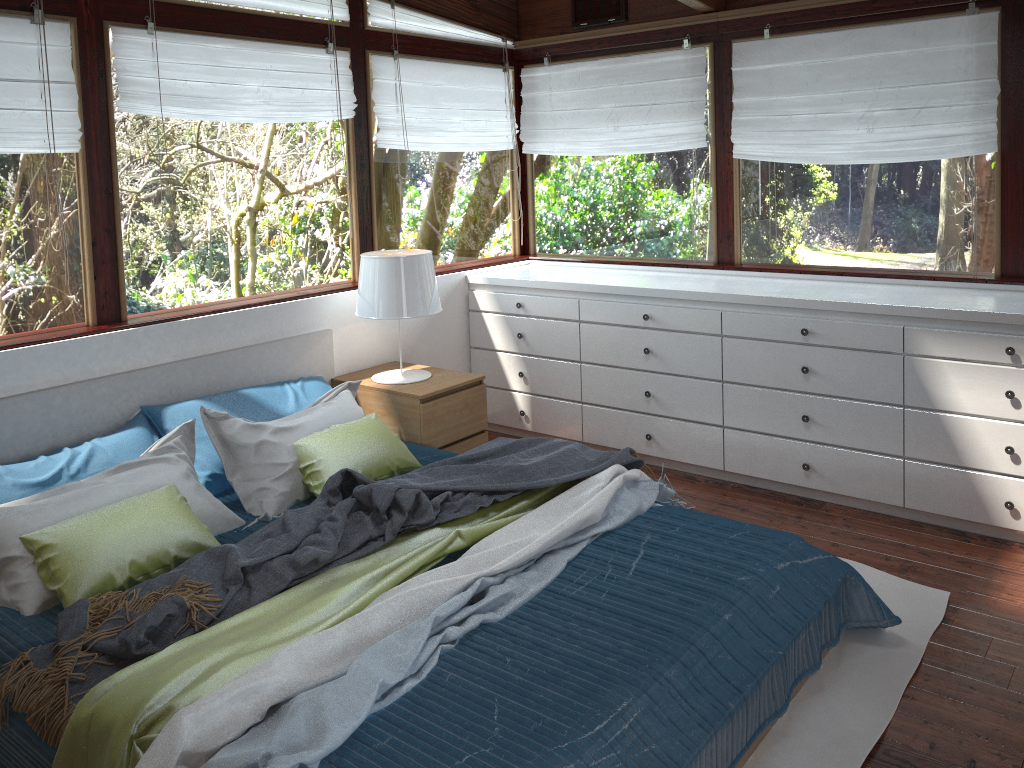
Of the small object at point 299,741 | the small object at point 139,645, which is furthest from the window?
the small object at point 299,741

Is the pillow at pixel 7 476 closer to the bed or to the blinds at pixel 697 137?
the bed

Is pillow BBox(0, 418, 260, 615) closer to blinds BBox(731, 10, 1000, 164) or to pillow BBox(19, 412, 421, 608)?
pillow BBox(19, 412, 421, 608)

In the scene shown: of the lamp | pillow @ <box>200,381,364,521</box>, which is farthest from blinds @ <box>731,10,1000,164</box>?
pillow @ <box>200,381,364,521</box>

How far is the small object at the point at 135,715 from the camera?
1.9 meters

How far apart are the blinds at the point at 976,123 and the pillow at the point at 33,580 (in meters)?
2.90

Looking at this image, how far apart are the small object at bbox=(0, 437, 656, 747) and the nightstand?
0.46m

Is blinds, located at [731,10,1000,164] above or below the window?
above

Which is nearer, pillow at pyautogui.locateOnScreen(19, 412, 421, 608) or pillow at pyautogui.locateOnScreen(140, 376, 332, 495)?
pillow at pyautogui.locateOnScreen(19, 412, 421, 608)

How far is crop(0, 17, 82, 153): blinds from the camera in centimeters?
A: 302cm
